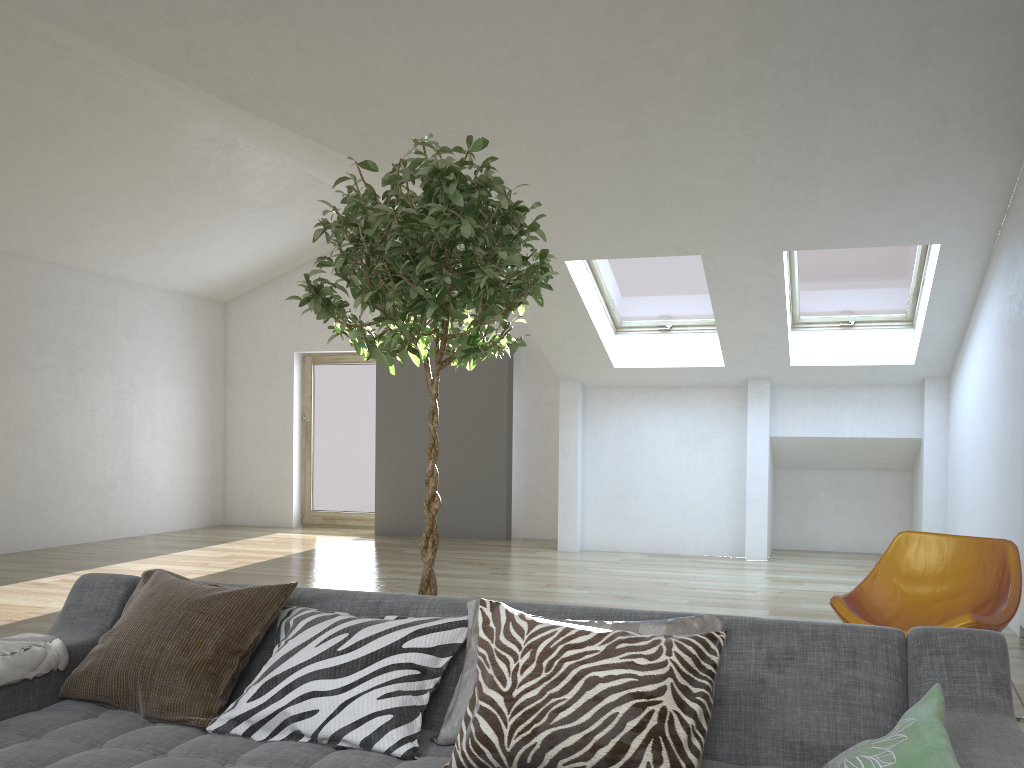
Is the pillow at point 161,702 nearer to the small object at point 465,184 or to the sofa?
the sofa

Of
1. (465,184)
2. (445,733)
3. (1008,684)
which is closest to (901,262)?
(465,184)

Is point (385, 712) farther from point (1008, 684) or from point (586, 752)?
point (1008, 684)

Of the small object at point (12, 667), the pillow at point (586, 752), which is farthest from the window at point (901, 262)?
the small object at point (12, 667)

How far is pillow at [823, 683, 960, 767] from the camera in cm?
145

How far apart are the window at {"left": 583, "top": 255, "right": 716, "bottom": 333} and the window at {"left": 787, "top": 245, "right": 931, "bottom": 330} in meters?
0.7 m

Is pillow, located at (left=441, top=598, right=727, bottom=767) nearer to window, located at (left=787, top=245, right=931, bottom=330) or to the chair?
the chair

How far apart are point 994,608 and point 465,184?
2.7m

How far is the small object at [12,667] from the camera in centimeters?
218cm

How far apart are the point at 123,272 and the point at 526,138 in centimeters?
584cm
